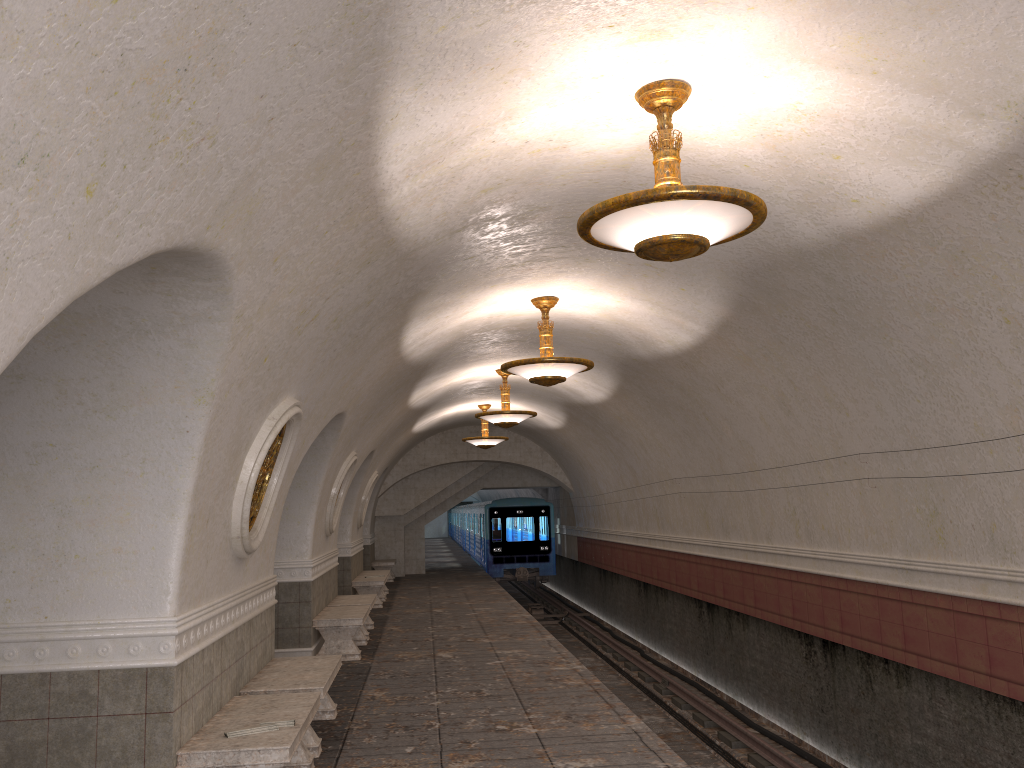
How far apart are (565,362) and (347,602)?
5.8 meters

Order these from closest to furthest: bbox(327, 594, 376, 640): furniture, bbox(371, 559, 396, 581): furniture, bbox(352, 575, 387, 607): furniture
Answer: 1. bbox(327, 594, 376, 640): furniture
2. bbox(352, 575, 387, 607): furniture
3. bbox(371, 559, 396, 581): furniture

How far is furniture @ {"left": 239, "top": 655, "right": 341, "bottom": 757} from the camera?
6.5 meters

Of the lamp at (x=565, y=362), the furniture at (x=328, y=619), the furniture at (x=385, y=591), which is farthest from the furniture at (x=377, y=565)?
the lamp at (x=565, y=362)

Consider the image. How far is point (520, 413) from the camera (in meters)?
13.87

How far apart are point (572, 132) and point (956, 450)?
3.9 meters

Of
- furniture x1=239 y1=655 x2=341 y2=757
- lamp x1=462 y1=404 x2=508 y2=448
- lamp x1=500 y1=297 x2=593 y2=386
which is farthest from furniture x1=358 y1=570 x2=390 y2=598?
furniture x1=239 y1=655 x2=341 y2=757

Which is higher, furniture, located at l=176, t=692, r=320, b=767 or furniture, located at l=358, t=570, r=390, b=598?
furniture, located at l=176, t=692, r=320, b=767

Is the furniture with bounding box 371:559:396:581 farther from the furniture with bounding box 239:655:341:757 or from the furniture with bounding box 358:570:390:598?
the furniture with bounding box 239:655:341:757

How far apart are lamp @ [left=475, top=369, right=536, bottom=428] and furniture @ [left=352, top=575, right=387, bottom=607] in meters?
4.6 m
